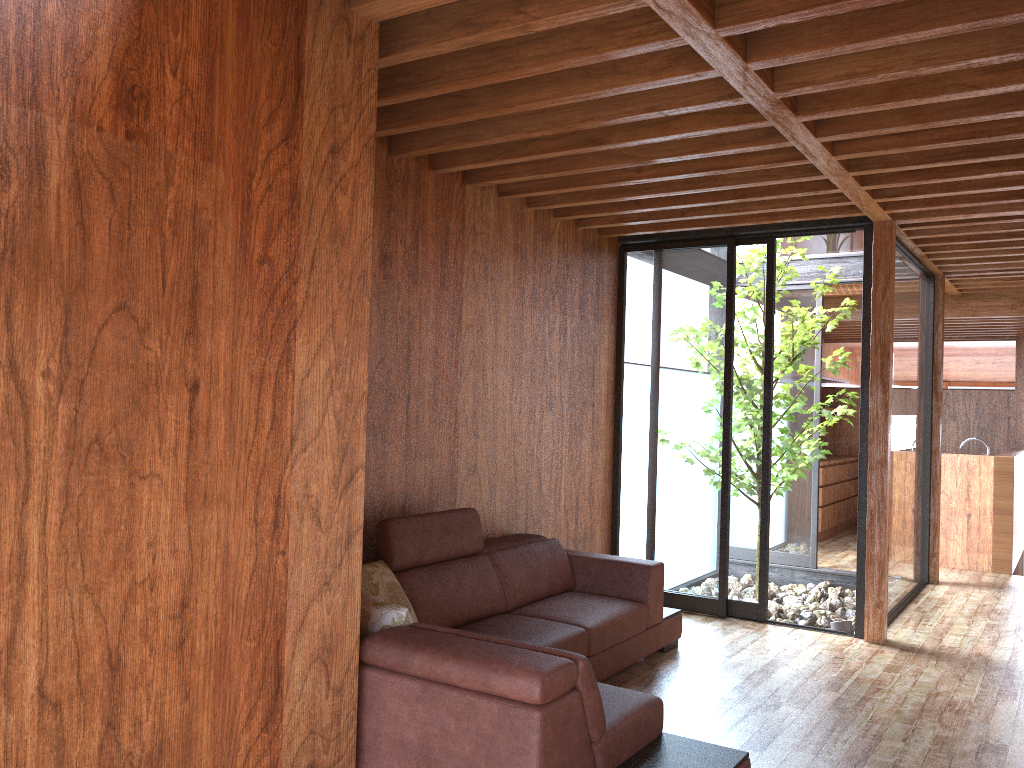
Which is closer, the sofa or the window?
the sofa

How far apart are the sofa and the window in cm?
77

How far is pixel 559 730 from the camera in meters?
2.3 m

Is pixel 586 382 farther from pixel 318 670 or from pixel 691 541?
pixel 318 670

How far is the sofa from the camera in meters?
2.3

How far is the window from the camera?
5.3m

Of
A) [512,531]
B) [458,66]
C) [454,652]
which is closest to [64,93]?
[458,66]

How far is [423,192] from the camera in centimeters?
403cm
